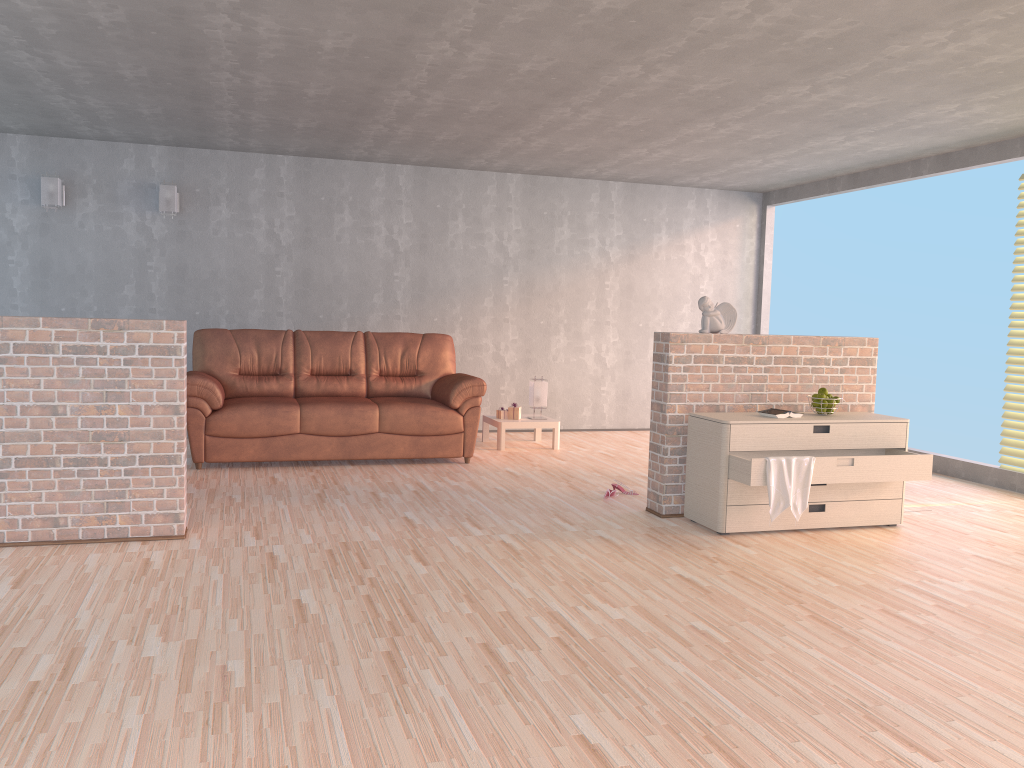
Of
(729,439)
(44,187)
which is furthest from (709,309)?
(44,187)

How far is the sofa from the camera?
6.2 meters

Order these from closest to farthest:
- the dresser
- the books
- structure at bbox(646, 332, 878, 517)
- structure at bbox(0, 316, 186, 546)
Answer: structure at bbox(0, 316, 186, 546) → the dresser → the books → structure at bbox(646, 332, 878, 517)

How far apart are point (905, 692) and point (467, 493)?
3.2 meters

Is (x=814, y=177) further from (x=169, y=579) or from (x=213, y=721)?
(x=213, y=721)

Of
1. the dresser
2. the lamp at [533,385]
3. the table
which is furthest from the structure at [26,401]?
the lamp at [533,385]

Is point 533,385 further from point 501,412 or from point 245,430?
point 245,430

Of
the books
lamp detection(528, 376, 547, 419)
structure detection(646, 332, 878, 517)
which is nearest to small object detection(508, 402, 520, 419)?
lamp detection(528, 376, 547, 419)

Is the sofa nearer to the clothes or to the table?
the table

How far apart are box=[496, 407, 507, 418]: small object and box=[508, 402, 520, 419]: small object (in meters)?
0.07
